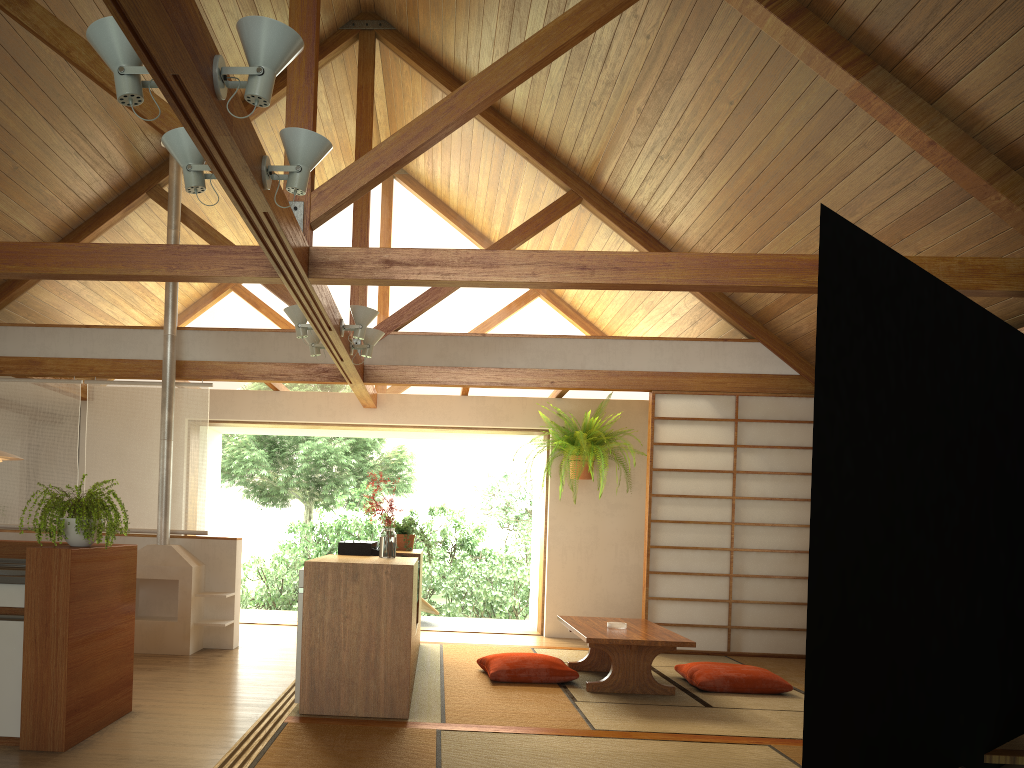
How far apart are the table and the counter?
2.83m

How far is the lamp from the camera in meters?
4.9

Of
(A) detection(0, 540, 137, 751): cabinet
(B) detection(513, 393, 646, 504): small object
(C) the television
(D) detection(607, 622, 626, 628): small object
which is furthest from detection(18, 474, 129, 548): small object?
(B) detection(513, 393, 646, 504): small object

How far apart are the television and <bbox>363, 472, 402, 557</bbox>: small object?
0.3m

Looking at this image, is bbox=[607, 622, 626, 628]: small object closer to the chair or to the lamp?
the lamp

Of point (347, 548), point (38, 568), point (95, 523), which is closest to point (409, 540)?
point (347, 548)

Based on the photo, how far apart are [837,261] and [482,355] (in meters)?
4.29

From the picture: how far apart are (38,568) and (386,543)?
1.8m

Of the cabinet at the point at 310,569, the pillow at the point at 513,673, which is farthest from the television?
the pillow at the point at 513,673

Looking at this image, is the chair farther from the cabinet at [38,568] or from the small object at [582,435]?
the cabinet at [38,568]
